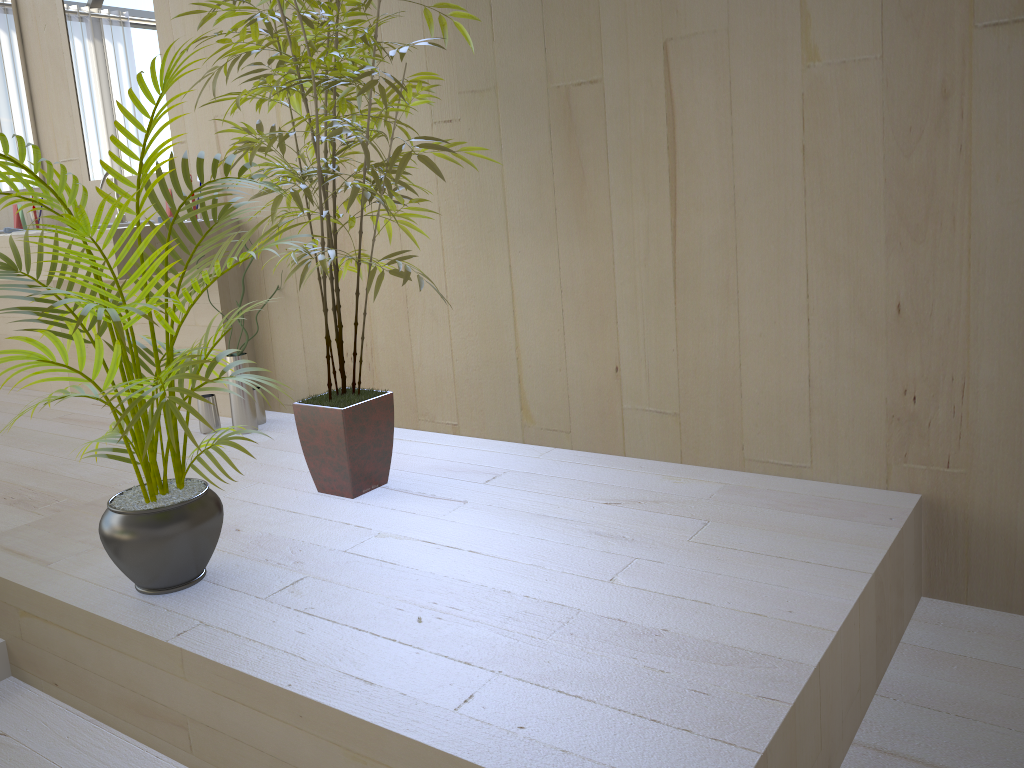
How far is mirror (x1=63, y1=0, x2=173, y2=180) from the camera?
3.6m

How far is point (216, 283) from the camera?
3.4m

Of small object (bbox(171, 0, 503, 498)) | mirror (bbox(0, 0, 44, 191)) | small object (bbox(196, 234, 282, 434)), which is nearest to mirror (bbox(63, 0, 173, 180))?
mirror (bbox(0, 0, 44, 191))

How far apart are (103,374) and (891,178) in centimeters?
335cm

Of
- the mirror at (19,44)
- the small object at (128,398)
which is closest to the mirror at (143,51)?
the mirror at (19,44)

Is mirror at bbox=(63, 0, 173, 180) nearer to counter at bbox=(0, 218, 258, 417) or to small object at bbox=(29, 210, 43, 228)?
small object at bbox=(29, 210, 43, 228)

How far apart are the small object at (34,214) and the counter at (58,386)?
0.4 meters

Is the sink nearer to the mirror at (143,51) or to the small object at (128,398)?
the mirror at (143,51)

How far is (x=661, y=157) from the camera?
2.4 meters

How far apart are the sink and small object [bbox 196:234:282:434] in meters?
0.7
